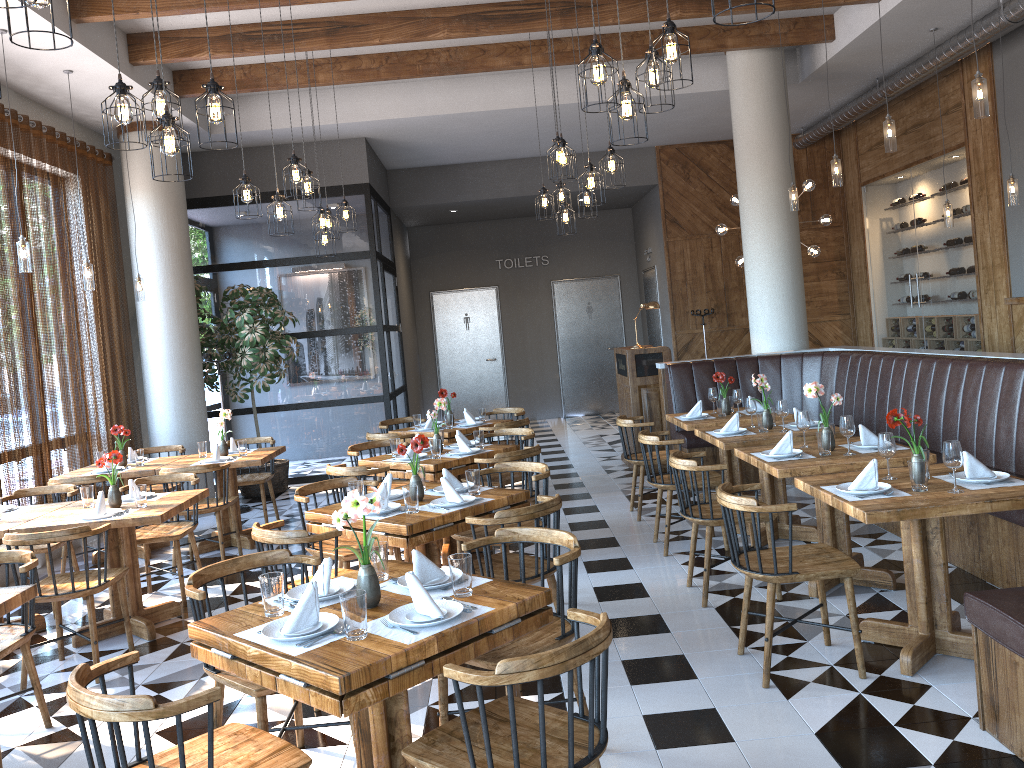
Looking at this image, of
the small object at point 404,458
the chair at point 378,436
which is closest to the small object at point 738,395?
the small object at point 404,458

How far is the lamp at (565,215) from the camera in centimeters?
821cm

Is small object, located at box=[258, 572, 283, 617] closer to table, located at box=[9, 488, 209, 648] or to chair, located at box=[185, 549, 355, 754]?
chair, located at box=[185, 549, 355, 754]

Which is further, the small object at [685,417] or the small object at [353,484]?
the small object at [685,417]

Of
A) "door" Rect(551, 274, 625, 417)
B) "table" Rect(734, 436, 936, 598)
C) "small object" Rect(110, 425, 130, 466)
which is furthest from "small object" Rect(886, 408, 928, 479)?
"door" Rect(551, 274, 625, 417)

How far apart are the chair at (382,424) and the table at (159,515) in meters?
3.1

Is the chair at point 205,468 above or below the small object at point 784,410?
below

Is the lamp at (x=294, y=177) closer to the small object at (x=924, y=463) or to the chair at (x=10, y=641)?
the chair at (x=10, y=641)

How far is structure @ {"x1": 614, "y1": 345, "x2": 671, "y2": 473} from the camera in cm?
922

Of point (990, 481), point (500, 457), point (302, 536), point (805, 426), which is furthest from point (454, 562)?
point (805, 426)
